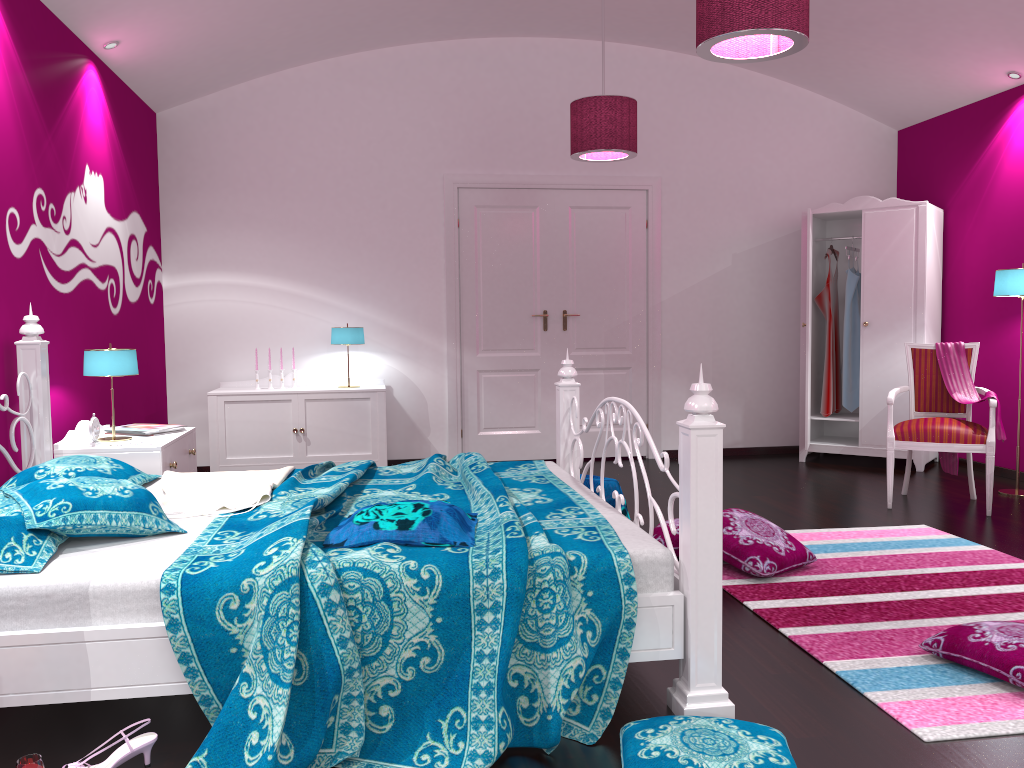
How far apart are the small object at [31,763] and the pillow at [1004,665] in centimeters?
238cm

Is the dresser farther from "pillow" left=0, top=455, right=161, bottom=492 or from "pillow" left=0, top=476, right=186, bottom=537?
"pillow" left=0, top=476, right=186, bottom=537

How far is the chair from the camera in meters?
4.7

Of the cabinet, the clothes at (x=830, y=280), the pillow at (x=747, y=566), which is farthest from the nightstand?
the clothes at (x=830, y=280)

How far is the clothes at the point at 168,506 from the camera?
2.9 meters

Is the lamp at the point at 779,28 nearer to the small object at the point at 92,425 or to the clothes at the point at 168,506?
the clothes at the point at 168,506

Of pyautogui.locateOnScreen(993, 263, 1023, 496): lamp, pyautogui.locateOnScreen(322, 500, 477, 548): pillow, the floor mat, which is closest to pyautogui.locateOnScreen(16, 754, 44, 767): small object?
pyautogui.locateOnScreen(322, 500, 477, 548): pillow

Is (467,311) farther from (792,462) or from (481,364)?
(792,462)

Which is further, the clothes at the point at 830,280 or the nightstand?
A: the clothes at the point at 830,280

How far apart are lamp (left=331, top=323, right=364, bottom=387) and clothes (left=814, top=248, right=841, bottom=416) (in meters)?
3.33
